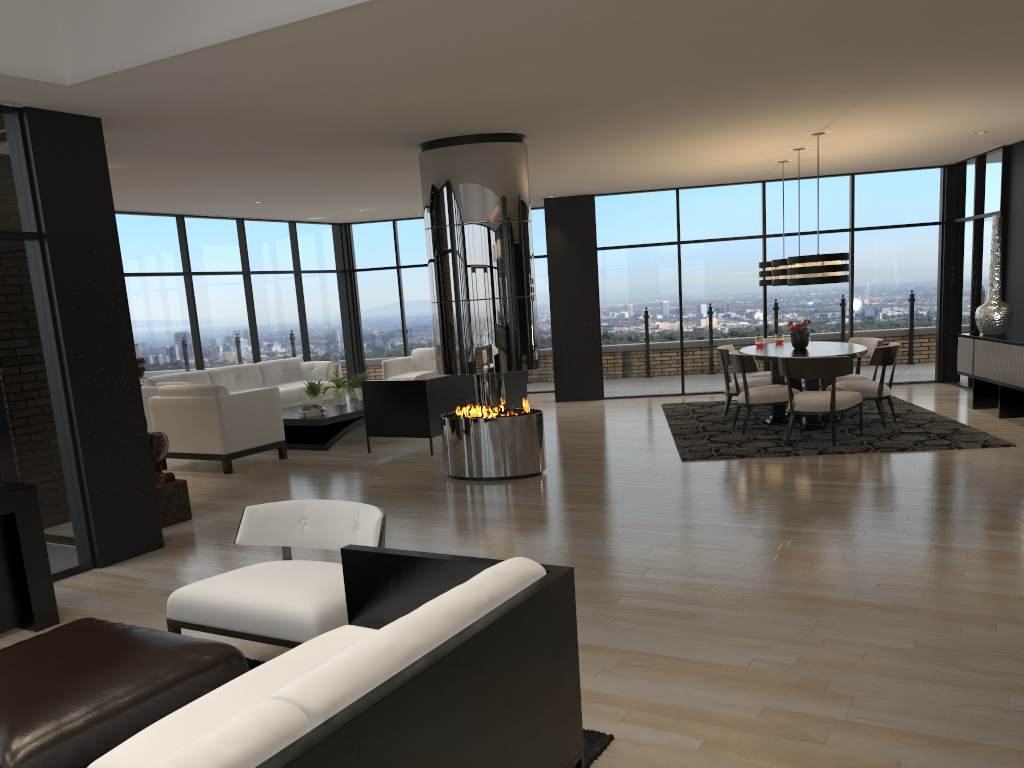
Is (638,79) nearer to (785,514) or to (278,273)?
(785,514)

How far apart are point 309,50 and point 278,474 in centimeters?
472cm

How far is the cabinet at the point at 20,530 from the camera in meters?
4.3 m

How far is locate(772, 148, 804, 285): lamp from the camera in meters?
8.9 m

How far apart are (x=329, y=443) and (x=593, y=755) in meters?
7.0

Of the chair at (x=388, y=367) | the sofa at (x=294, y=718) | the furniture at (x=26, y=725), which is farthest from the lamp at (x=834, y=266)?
the furniture at (x=26, y=725)

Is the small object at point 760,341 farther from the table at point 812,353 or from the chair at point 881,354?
the chair at point 881,354

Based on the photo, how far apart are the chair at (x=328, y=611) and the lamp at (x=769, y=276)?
7.22m

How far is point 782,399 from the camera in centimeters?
848cm

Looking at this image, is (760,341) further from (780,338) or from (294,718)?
(294,718)
